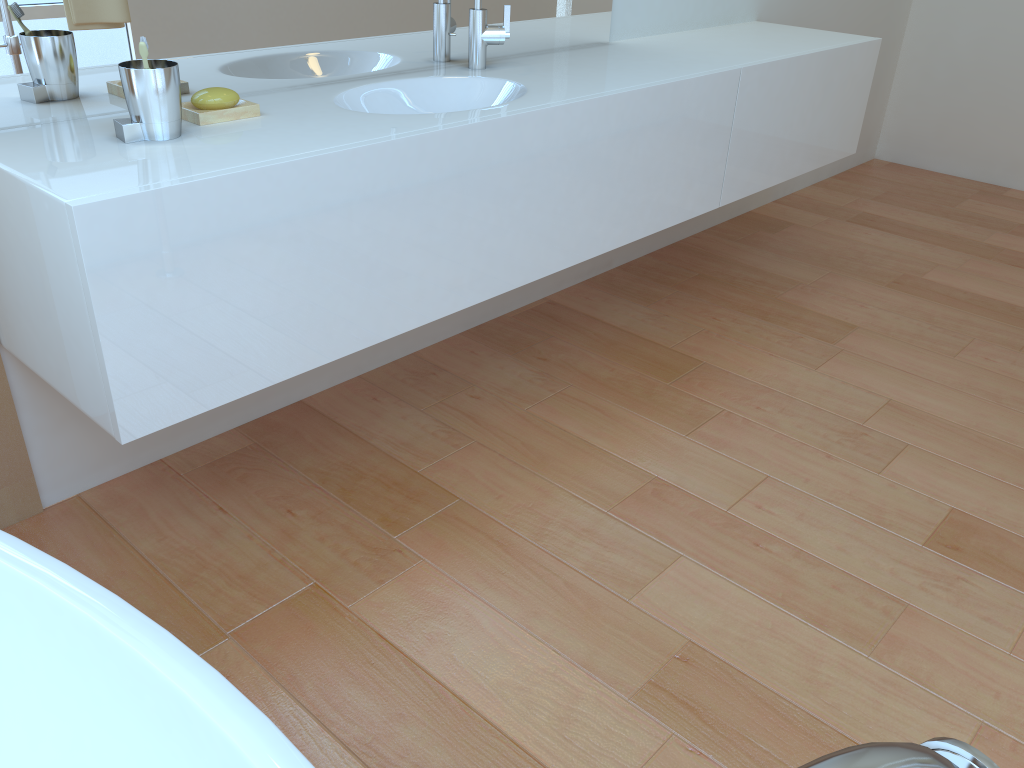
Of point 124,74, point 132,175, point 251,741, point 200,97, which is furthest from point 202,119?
point 251,741

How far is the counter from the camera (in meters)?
Answer: 1.29

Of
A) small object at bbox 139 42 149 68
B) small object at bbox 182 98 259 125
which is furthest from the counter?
small object at bbox 139 42 149 68

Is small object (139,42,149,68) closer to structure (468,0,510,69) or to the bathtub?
the bathtub

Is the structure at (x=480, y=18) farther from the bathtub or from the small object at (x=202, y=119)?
the bathtub

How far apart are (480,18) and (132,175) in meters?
1.1 m

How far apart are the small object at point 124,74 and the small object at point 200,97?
0.1 meters

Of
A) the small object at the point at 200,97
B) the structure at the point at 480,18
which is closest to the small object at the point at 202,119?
the small object at the point at 200,97

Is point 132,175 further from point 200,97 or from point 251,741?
point 251,741

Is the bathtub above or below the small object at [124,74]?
below
